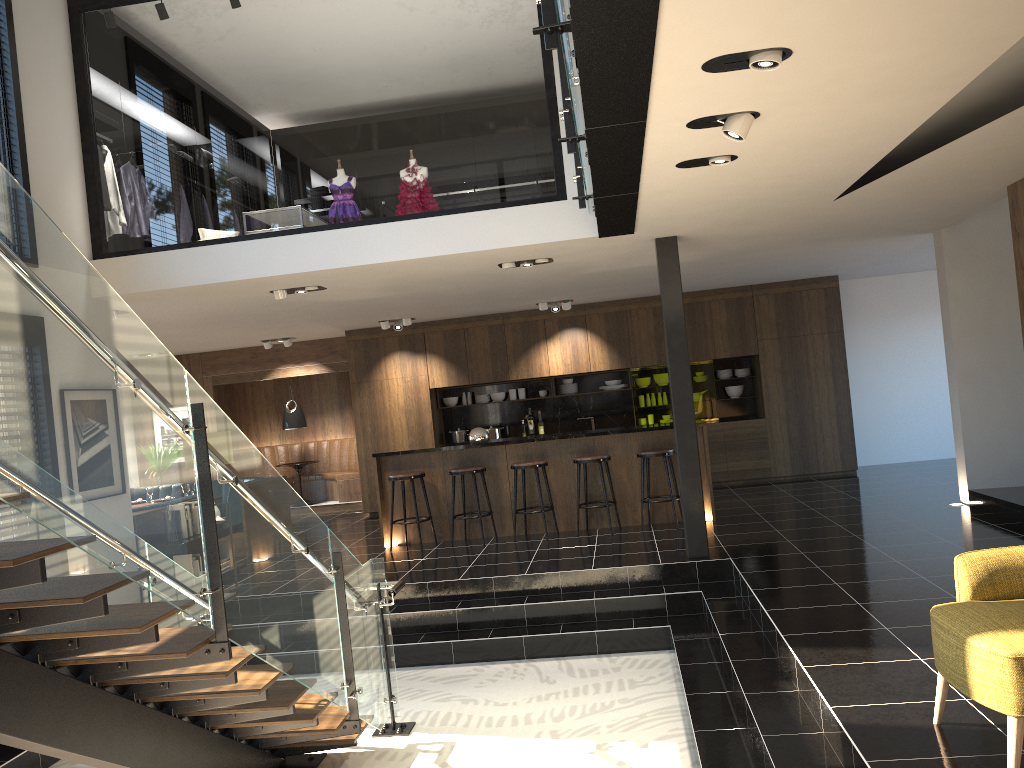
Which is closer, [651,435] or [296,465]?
[651,435]

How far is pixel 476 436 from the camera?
9.52m

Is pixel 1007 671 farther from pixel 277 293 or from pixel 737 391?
pixel 737 391

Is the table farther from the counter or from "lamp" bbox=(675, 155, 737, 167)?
"lamp" bbox=(675, 155, 737, 167)

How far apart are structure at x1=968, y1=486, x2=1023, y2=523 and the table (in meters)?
9.32

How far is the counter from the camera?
9.26m

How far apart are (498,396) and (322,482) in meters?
3.5 m

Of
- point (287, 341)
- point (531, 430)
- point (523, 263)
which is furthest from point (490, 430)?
point (523, 263)

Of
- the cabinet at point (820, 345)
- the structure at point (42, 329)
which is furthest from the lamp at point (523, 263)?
the cabinet at point (820, 345)

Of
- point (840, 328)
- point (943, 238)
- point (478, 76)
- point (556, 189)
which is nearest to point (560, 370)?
point (840, 328)
